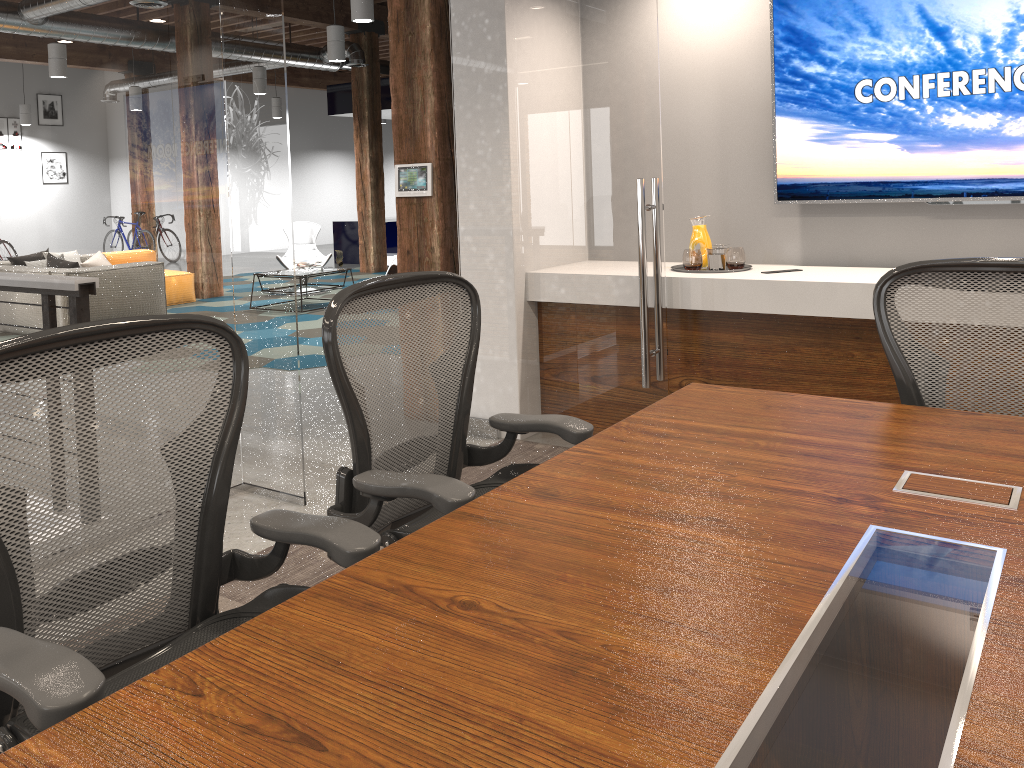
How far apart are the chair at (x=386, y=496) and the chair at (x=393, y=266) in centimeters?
677cm

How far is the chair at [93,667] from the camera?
1.23m

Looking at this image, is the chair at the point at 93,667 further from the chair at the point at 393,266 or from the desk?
the chair at the point at 393,266

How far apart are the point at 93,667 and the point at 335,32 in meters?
9.5

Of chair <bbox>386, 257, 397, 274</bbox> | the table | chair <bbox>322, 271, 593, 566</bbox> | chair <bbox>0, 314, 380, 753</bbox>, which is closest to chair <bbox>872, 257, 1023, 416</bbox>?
chair <bbox>322, 271, 593, 566</bbox>

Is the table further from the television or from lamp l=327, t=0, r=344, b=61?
the television

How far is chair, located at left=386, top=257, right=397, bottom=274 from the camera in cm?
906

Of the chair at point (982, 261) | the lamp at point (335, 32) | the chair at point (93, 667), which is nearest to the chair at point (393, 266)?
the lamp at point (335, 32)

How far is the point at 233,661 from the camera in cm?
109

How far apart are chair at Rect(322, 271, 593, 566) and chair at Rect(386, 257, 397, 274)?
6.8m
